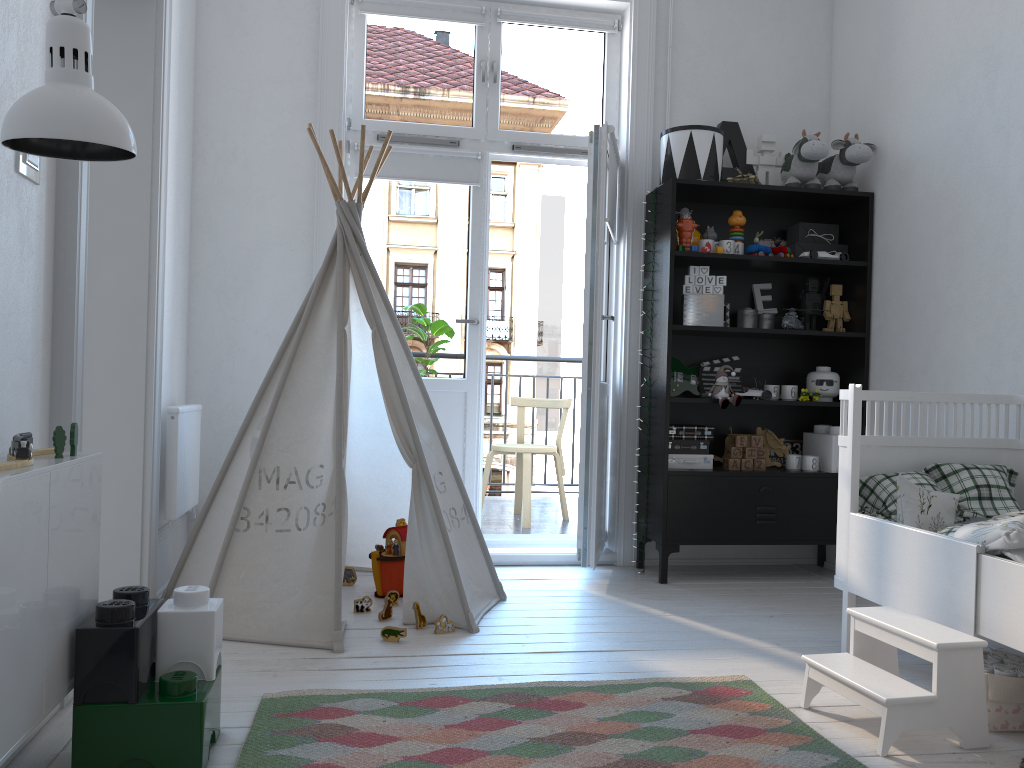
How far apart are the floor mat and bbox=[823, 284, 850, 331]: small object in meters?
2.0 m

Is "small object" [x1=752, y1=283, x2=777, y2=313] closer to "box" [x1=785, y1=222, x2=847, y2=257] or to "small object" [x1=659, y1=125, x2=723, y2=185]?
"box" [x1=785, y1=222, x2=847, y2=257]

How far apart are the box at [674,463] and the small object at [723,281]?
0.75m

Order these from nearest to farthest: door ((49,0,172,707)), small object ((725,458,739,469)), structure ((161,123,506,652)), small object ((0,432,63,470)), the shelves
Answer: small object ((0,432,63,470)), door ((49,0,172,707)), structure ((161,123,506,652)), the shelves, small object ((725,458,739,469))

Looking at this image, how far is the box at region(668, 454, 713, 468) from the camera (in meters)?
3.78

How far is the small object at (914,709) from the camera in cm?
197

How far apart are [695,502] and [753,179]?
1.4m

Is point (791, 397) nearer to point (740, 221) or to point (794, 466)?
point (794, 466)

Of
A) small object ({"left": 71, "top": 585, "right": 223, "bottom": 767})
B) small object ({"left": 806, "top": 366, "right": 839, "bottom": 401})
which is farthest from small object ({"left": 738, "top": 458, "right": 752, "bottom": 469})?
small object ({"left": 71, "top": 585, "right": 223, "bottom": 767})

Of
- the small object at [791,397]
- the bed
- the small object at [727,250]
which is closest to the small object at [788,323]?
the small object at [791,397]
